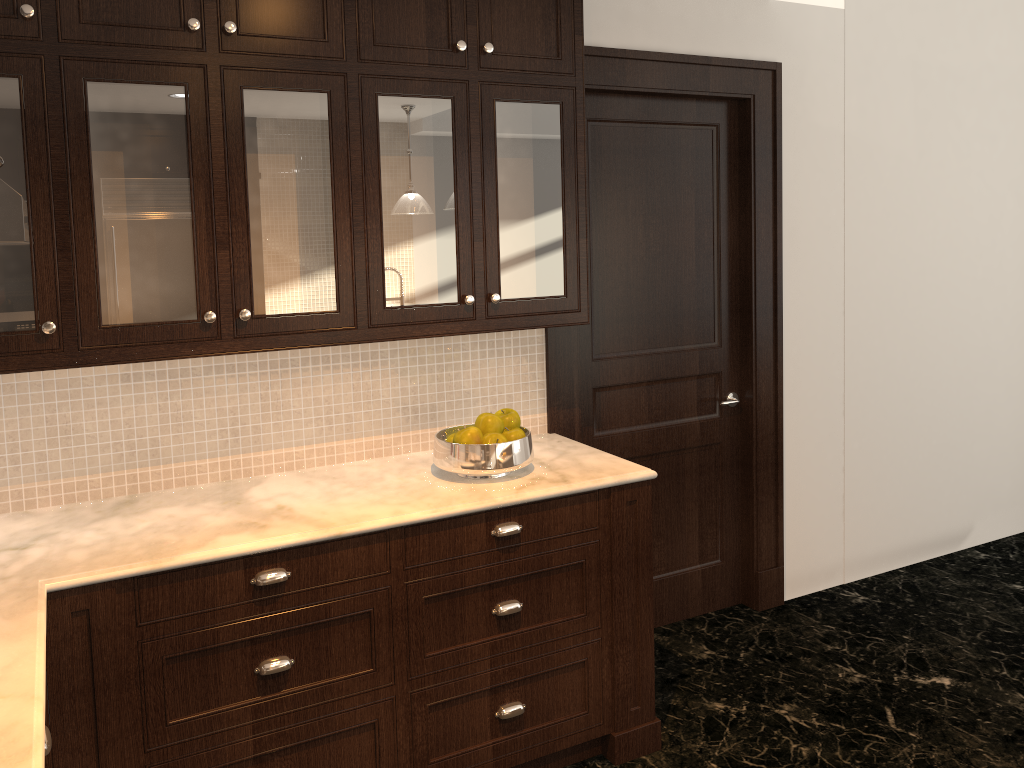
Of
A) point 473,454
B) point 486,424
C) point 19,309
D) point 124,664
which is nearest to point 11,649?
point 124,664

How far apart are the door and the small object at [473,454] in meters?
0.7

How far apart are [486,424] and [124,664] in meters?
1.2

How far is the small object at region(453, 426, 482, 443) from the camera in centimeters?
266cm

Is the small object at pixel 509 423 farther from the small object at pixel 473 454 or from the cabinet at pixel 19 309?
the cabinet at pixel 19 309

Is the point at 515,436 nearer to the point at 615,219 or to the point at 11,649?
the point at 615,219

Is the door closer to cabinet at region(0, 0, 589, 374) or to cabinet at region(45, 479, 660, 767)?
cabinet at region(0, 0, 589, 374)

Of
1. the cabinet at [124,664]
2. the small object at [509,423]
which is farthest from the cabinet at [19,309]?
the cabinet at [124,664]

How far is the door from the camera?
3.44m

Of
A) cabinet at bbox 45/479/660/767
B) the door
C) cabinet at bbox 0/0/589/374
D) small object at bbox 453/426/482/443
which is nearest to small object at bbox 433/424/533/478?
small object at bbox 453/426/482/443
